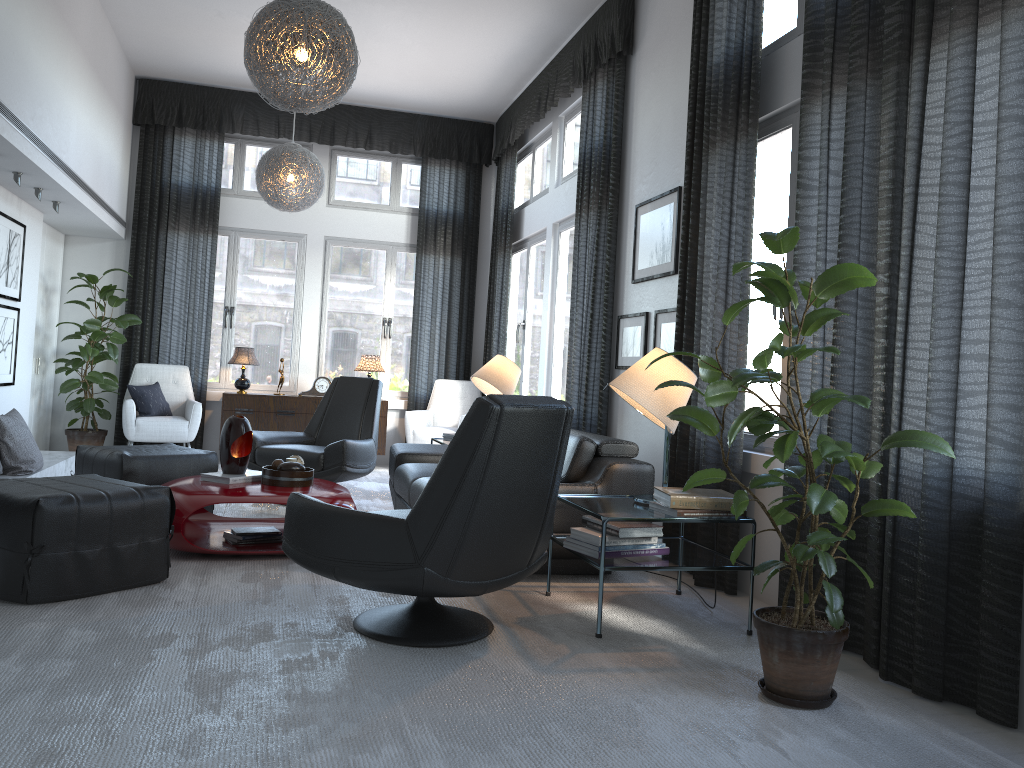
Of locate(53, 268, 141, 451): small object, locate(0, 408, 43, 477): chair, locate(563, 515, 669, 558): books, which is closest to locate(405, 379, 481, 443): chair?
locate(53, 268, 141, 451): small object

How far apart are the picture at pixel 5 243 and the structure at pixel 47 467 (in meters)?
1.09

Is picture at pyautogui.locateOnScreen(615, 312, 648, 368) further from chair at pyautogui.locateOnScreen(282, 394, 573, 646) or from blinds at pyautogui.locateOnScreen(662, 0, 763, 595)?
chair at pyautogui.locateOnScreen(282, 394, 573, 646)

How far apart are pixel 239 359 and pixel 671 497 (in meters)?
5.27

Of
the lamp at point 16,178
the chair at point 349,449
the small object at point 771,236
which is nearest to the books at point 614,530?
the small object at point 771,236

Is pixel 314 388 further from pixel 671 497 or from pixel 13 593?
pixel 671 497

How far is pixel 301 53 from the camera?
3.73m

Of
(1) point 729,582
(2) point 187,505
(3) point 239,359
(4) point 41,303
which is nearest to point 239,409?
(3) point 239,359

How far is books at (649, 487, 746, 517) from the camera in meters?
3.2 m

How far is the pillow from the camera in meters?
7.2
